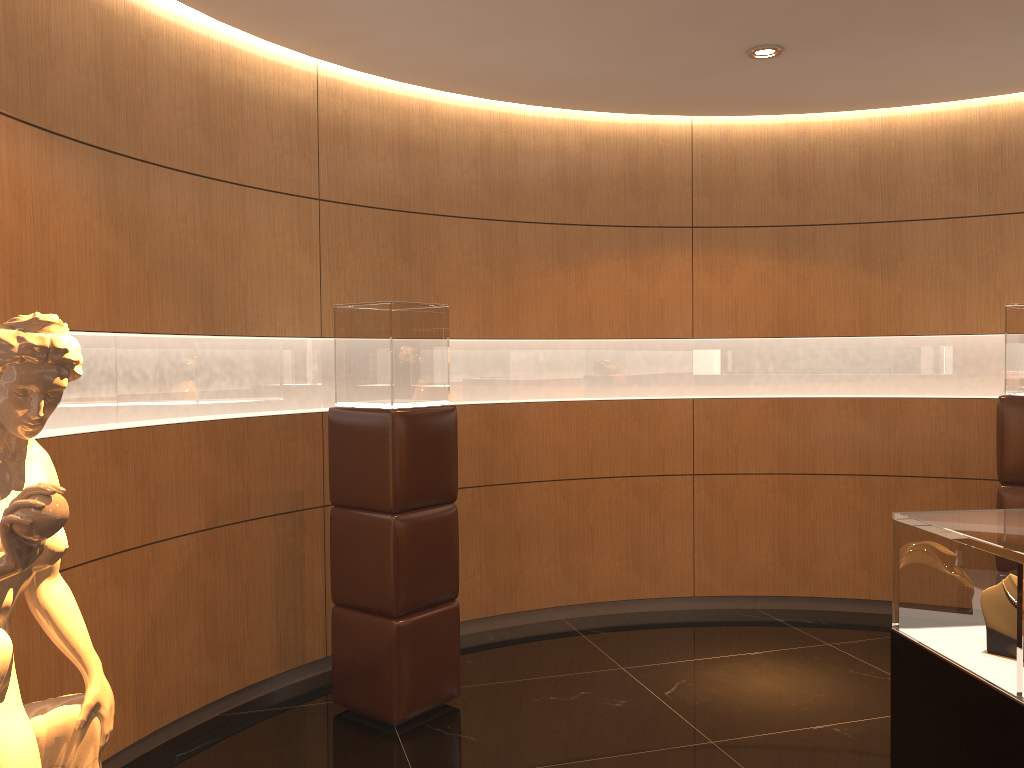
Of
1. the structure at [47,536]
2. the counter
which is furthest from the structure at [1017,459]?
the structure at [47,536]

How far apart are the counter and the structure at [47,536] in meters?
2.2 m

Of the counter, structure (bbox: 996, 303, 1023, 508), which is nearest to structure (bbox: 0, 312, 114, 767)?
the counter

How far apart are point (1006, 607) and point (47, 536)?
2.25m

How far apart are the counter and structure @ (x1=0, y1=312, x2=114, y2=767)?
2.2m

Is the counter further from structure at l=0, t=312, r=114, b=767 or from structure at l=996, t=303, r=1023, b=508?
structure at l=996, t=303, r=1023, b=508

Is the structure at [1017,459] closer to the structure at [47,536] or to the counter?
the counter

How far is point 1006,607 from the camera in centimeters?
228cm

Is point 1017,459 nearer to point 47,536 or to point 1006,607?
point 1006,607

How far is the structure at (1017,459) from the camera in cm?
480
